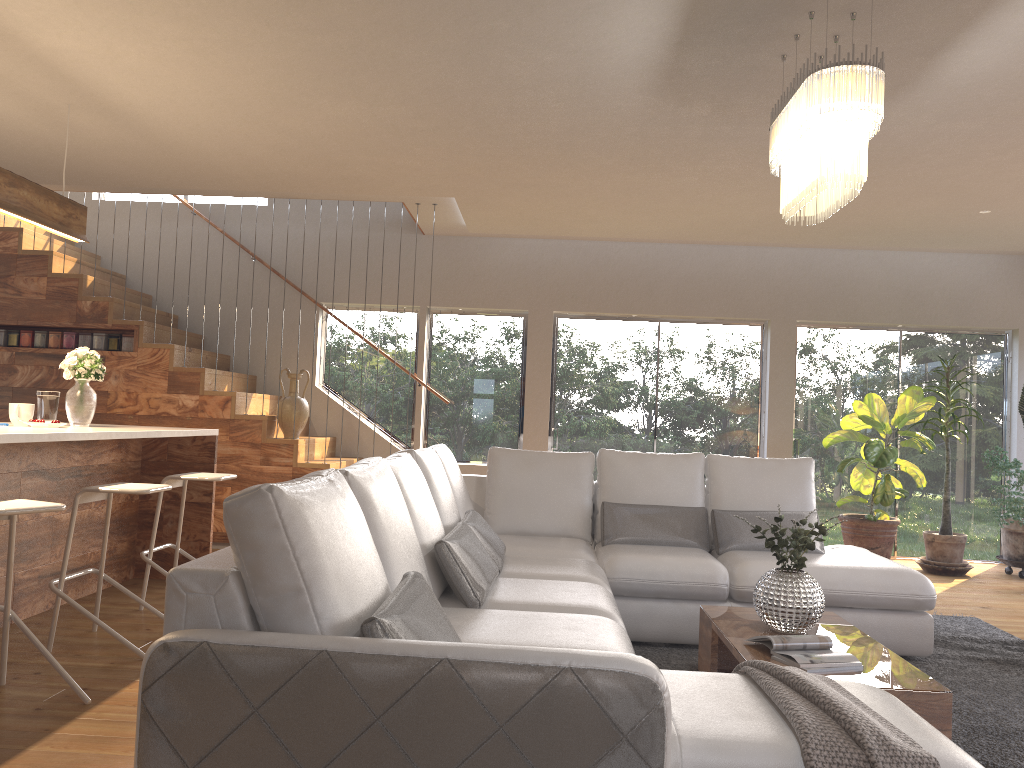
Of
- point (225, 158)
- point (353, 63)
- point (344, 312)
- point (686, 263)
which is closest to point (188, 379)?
point (344, 312)

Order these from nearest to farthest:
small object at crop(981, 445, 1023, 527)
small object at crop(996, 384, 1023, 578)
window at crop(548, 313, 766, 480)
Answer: small object at crop(981, 445, 1023, 527) < small object at crop(996, 384, 1023, 578) < window at crop(548, 313, 766, 480)

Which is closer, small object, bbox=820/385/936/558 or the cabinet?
the cabinet

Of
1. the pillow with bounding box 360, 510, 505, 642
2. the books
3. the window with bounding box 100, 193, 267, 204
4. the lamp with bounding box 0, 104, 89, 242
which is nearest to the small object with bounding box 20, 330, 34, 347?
the window with bounding box 100, 193, 267, 204

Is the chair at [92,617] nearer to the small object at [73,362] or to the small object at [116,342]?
the small object at [73,362]

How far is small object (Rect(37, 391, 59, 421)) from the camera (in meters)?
4.72

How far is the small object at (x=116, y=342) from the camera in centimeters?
711cm

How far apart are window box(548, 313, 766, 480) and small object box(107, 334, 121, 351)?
3.74m

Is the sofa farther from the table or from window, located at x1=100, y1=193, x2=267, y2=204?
window, located at x1=100, y1=193, x2=267, y2=204

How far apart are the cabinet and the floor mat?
2.76m
